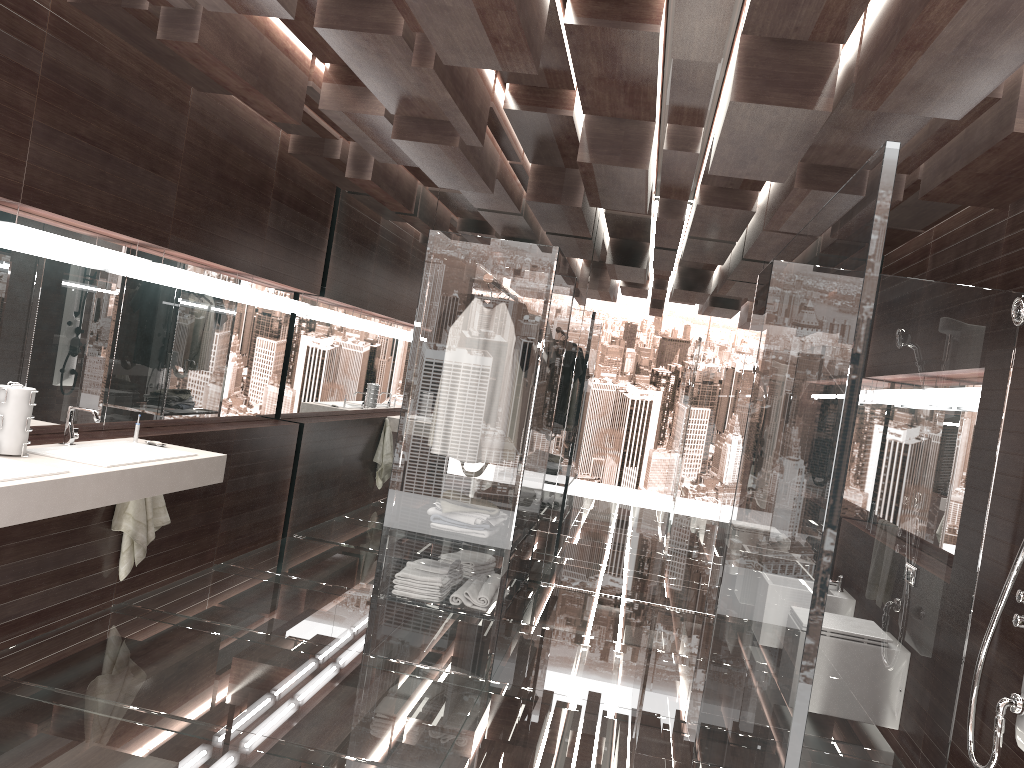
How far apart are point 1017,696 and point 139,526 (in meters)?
3.64

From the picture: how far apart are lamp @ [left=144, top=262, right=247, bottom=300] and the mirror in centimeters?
7cm

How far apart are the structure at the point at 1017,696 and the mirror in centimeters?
362cm

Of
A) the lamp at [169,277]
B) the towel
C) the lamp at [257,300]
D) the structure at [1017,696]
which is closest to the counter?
the towel

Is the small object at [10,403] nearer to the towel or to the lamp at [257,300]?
the towel

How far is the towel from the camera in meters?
4.2

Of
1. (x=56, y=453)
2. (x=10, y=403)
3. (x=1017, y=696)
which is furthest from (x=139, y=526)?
(x=1017, y=696)

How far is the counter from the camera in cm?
280

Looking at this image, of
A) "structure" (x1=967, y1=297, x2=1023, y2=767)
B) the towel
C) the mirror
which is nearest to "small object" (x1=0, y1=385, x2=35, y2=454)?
the mirror

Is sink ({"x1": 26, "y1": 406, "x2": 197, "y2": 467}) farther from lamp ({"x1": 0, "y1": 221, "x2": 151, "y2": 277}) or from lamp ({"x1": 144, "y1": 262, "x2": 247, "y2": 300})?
lamp ({"x1": 144, "y1": 262, "x2": 247, "y2": 300})
